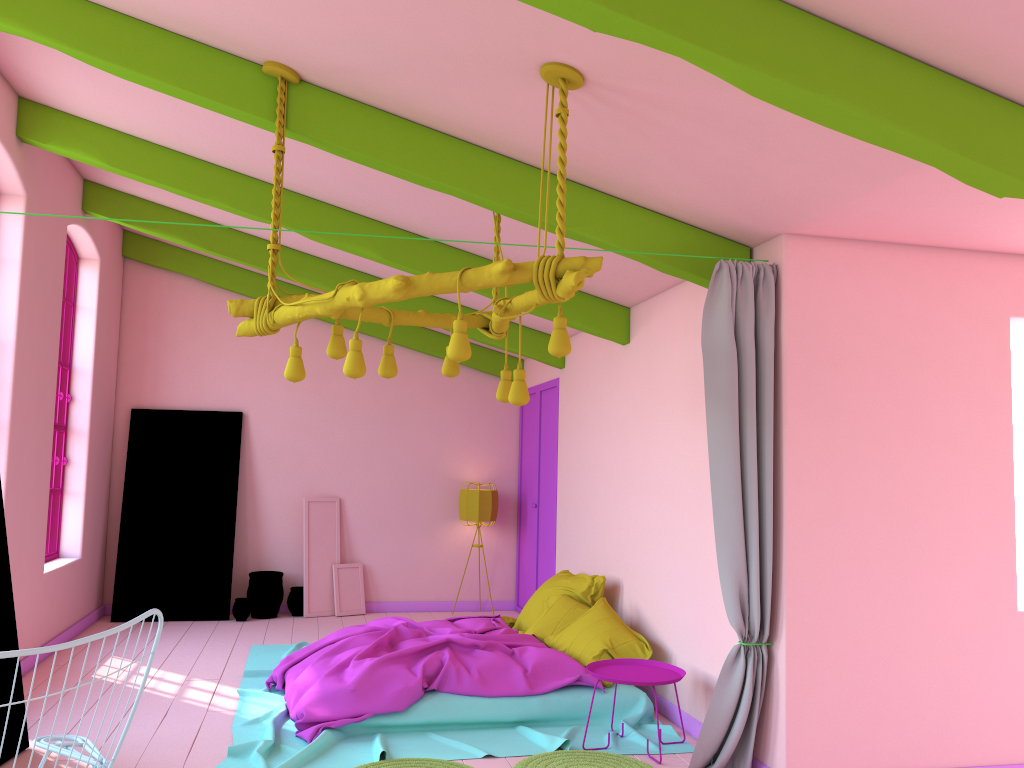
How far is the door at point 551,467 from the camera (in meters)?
9.15

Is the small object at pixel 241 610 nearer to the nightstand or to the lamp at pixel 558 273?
the nightstand

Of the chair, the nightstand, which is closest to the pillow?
the nightstand

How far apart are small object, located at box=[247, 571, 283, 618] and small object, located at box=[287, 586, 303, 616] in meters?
0.1

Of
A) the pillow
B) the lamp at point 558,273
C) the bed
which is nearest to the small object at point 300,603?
the bed

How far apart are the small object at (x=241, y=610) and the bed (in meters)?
1.38

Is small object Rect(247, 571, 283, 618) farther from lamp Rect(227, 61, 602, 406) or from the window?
lamp Rect(227, 61, 602, 406)

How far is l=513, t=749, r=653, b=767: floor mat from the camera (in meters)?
4.89

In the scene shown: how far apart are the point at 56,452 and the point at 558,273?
6.37m

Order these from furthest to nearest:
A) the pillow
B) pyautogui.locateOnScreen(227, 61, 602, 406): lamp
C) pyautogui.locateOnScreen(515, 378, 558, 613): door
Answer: pyautogui.locateOnScreen(515, 378, 558, 613): door → the pillow → pyautogui.locateOnScreen(227, 61, 602, 406): lamp
